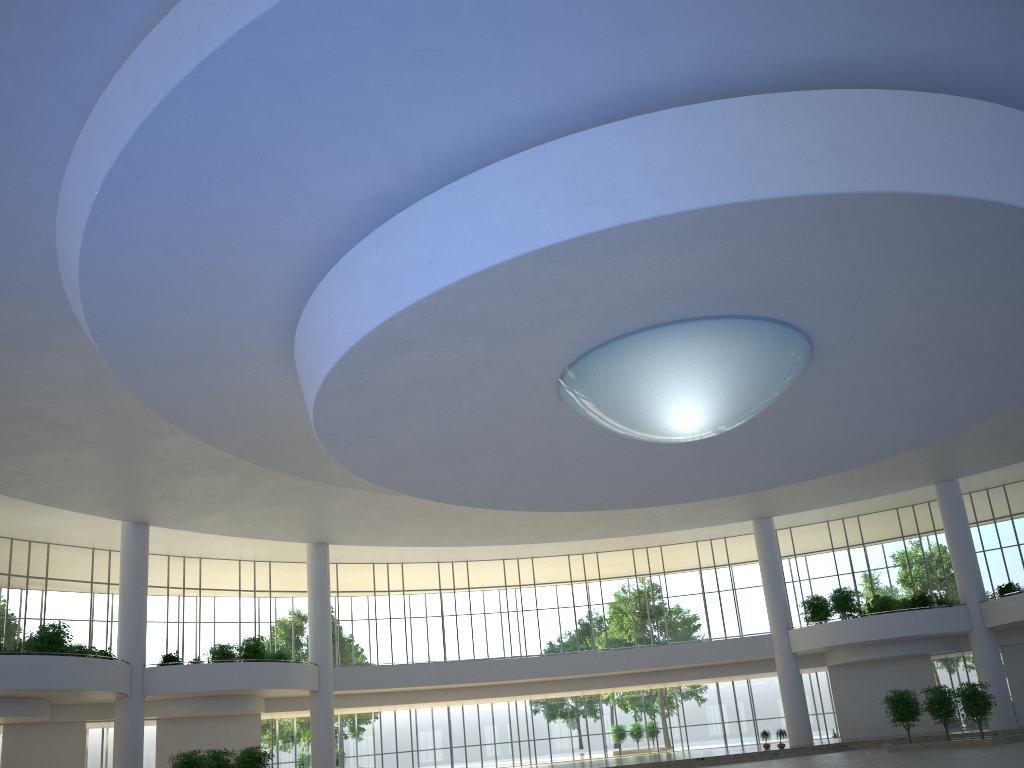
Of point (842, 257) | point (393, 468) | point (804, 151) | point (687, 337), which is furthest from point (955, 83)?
point (393, 468)

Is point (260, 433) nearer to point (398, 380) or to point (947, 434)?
point (398, 380)
